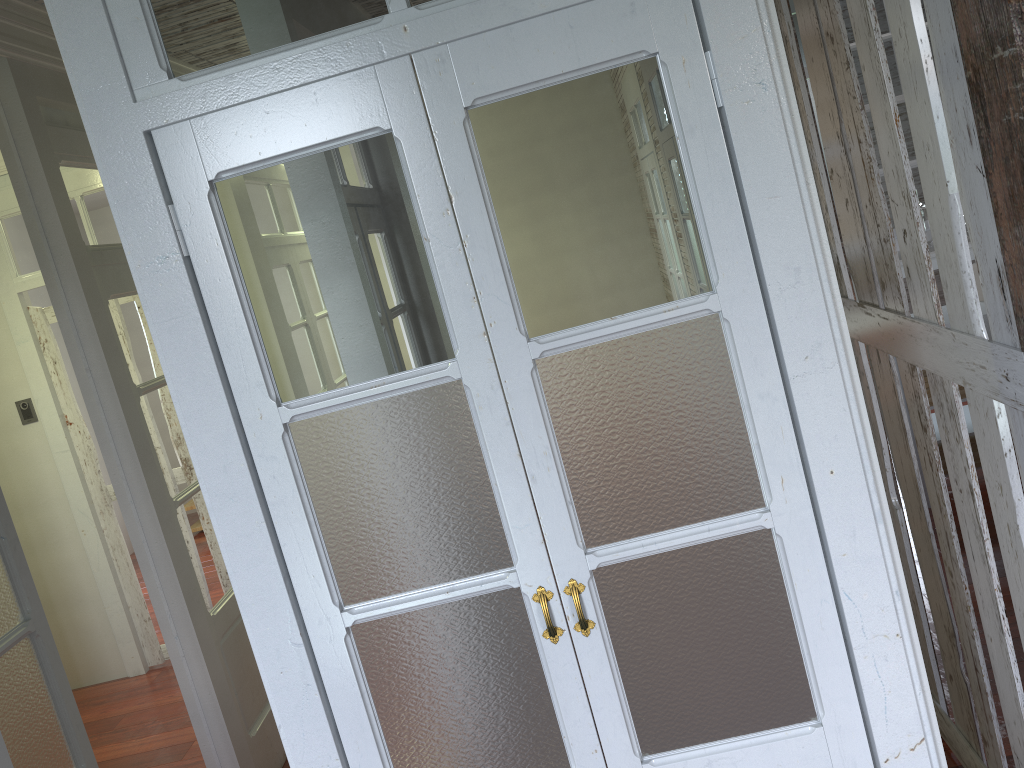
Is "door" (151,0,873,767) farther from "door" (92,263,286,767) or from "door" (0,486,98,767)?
"door" (92,263,286,767)

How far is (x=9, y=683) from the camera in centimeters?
222cm

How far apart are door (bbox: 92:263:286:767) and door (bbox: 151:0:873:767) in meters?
1.7

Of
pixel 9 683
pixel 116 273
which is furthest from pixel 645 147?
pixel 116 273

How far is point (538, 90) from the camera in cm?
160

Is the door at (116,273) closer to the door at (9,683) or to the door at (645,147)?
the door at (9,683)

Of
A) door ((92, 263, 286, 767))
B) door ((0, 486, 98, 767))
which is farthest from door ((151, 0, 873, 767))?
door ((92, 263, 286, 767))

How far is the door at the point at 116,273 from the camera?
3.2 meters

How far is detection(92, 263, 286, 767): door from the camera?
3.25m

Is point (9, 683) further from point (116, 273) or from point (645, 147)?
point (645, 147)
